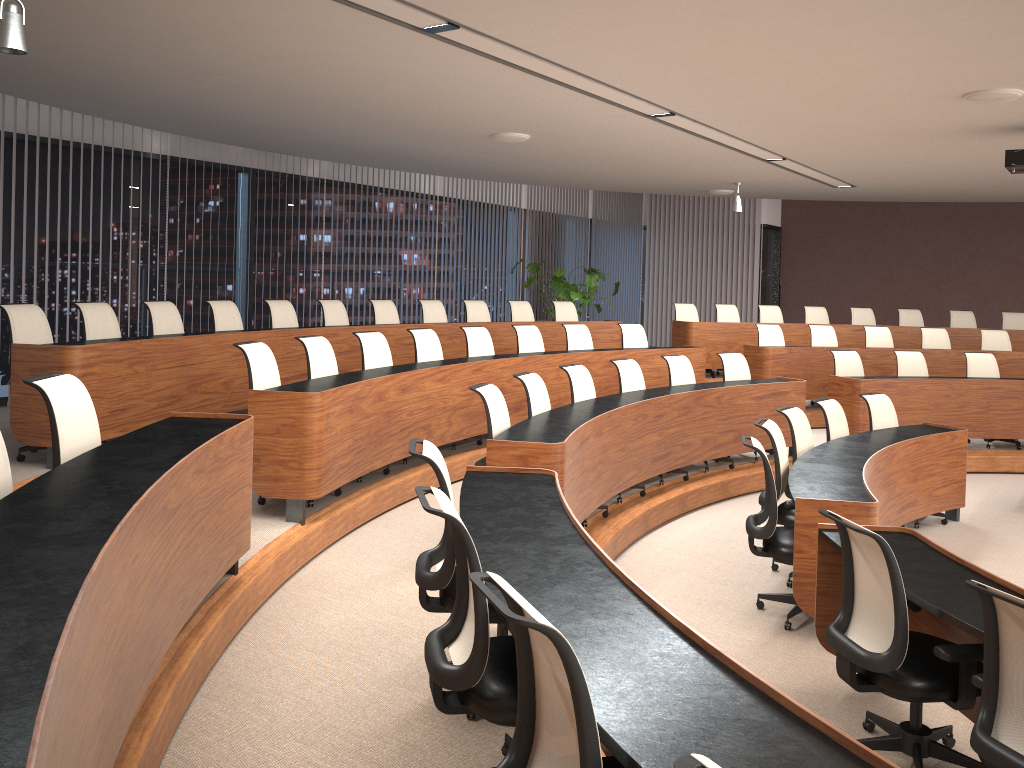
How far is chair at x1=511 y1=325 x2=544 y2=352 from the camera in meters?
Answer: 8.6 m

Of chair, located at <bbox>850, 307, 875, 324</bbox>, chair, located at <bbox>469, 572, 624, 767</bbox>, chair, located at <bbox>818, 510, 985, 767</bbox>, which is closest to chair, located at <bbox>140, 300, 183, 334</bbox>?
chair, located at <bbox>818, 510, 985, 767</bbox>

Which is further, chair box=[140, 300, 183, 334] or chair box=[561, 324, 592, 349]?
chair box=[561, 324, 592, 349]

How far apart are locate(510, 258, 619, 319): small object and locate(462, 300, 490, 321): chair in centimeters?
241cm

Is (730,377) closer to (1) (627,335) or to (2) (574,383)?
(1) (627,335)

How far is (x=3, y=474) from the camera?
2.9 meters

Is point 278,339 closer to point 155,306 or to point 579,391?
point 155,306

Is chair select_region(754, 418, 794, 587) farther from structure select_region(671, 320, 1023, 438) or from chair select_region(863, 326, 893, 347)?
chair select_region(863, 326, 893, 347)

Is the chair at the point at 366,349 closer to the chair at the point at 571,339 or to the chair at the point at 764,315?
the chair at the point at 571,339

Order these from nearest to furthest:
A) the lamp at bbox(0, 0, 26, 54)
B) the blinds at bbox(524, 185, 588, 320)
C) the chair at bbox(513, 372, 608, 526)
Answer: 1. the lamp at bbox(0, 0, 26, 54)
2. the chair at bbox(513, 372, 608, 526)
3. the blinds at bbox(524, 185, 588, 320)
